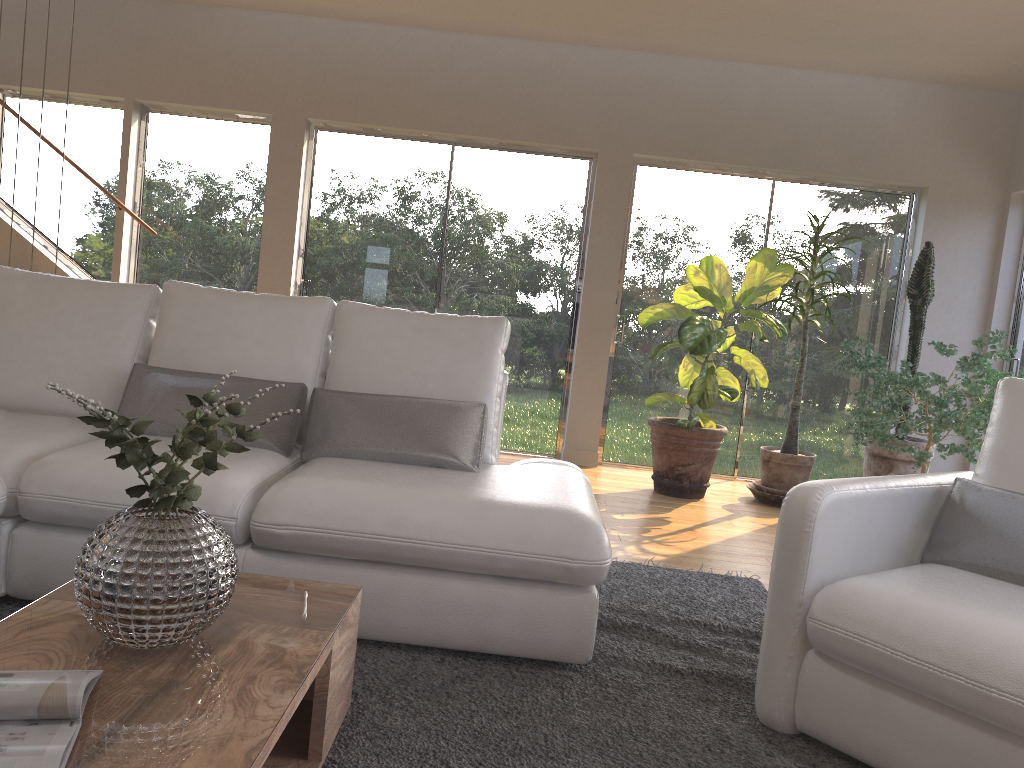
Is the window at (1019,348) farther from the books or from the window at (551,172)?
the books

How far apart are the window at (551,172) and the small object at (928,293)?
2.0 meters

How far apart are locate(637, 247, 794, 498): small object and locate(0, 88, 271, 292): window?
2.73m

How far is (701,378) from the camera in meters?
5.1

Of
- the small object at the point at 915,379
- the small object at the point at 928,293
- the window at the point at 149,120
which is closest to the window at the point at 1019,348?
the small object at the point at 928,293

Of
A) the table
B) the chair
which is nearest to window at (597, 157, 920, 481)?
the chair

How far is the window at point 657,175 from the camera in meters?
6.1

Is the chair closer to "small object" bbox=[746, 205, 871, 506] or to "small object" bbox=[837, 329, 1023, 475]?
"small object" bbox=[837, 329, 1023, 475]

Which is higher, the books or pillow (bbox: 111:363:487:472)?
pillow (bbox: 111:363:487:472)

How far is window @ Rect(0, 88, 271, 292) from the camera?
6.1 meters
